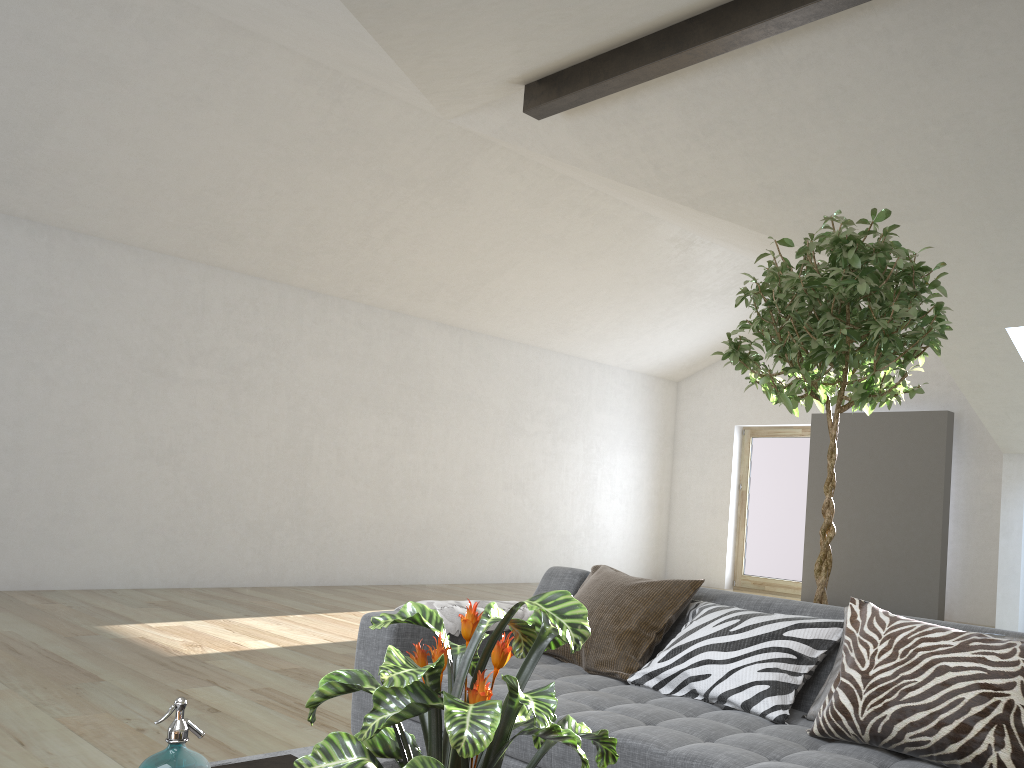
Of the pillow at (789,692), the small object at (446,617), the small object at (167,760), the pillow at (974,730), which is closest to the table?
the small object at (167,760)

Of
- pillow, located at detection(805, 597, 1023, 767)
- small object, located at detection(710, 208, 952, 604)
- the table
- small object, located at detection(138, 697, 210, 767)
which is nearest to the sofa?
pillow, located at detection(805, 597, 1023, 767)

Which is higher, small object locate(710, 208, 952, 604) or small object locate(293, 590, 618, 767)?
small object locate(710, 208, 952, 604)

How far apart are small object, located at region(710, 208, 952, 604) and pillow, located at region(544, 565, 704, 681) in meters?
0.5 m

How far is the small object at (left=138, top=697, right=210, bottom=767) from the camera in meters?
1.4

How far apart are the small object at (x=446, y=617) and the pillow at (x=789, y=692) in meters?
0.6 m

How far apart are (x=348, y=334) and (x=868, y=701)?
7.4 meters

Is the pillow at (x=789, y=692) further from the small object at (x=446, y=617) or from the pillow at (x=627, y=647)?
the small object at (x=446, y=617)

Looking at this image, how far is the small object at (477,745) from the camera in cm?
104

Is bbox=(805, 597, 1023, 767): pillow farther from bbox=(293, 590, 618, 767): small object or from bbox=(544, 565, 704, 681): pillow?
bbox=(293, 590, 618, 767): small object
